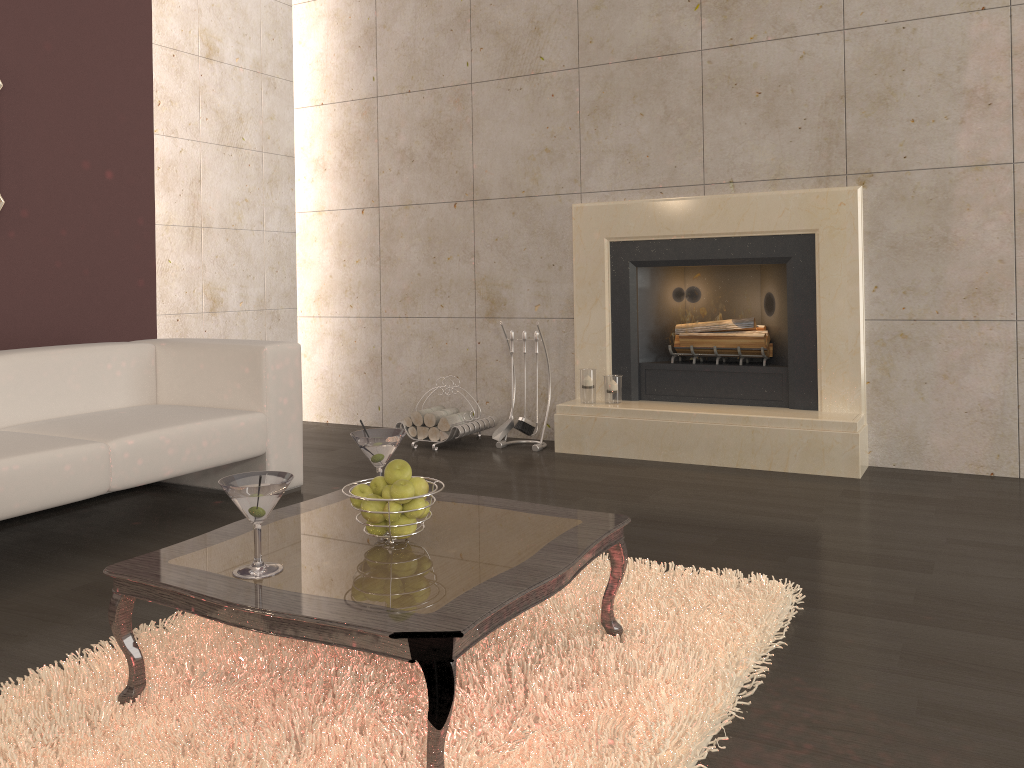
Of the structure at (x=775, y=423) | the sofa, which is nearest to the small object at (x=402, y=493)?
the sofa

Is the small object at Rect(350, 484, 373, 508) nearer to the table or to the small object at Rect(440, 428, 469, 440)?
the table

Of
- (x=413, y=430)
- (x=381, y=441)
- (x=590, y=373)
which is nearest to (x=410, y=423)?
(x=413, y=430)

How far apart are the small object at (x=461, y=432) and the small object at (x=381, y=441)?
2.3m

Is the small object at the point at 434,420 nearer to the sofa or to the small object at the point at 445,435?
the small object at the point at 445,435

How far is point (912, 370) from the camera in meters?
4.1

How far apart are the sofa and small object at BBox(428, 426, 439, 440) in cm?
109

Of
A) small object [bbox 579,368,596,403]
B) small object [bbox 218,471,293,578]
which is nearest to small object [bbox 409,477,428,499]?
small object [bbox 218,471,293,578]

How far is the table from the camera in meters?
1.6

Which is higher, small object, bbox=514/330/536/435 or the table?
the table
